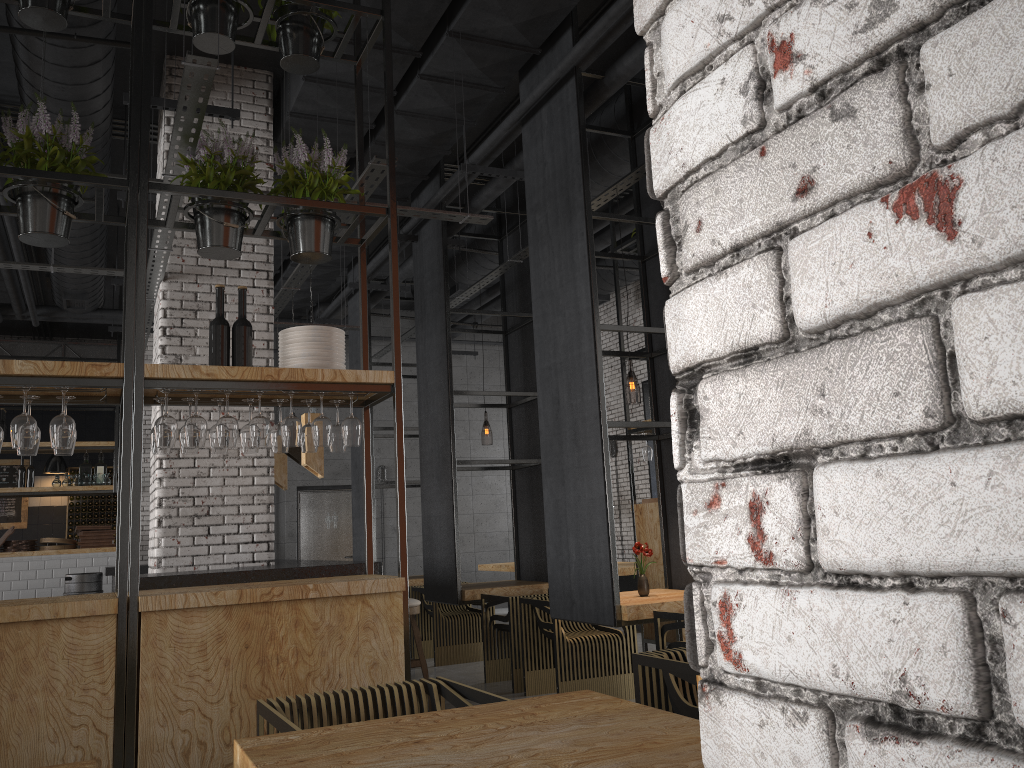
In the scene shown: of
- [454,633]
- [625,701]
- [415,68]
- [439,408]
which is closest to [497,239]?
[439,408]

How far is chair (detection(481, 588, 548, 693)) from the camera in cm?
692

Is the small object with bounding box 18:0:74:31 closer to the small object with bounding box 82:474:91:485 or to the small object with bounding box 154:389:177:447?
the small object with bounding box 154:389:177:447

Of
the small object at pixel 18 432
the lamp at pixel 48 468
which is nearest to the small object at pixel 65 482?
the lamp at pixel 48 468

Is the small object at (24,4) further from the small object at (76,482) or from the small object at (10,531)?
the small object at (76,482)

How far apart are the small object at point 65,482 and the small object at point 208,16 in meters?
9.1

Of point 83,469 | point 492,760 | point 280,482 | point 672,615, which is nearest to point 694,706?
A: point 492,760

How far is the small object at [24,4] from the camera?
4.2m

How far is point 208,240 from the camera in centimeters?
436cm

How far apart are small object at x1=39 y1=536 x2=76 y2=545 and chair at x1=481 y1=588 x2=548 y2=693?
6.9m
